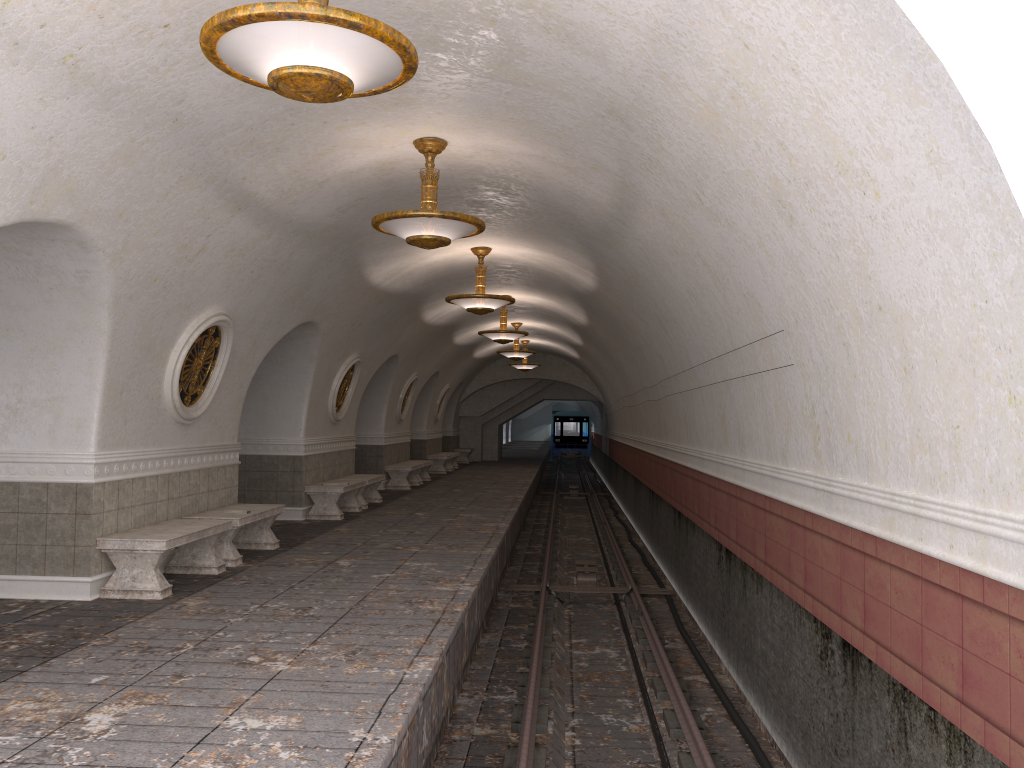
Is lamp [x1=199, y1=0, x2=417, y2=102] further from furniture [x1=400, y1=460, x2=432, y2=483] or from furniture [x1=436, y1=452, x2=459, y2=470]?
furniture [x1=436, y1=452, x2=459, y2=470]

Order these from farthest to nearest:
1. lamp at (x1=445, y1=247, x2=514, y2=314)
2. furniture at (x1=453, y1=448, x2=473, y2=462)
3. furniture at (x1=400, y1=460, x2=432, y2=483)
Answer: furniture at (x1=453, y1=448, x2=473, y2=462), furniture at (x1=400, y1=460, x2=432, y2=483), lamp at (x1=445, y1=247, x2=514, y2=314)

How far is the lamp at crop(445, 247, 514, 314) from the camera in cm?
1229

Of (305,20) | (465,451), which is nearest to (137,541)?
(305,20)

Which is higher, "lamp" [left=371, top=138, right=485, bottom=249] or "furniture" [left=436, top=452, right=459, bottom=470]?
"lamp" [left=371, top=138, right=485, bottom=249]

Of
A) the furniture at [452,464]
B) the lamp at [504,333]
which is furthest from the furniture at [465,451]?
the lamp at [504,333]

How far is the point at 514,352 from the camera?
21.92m

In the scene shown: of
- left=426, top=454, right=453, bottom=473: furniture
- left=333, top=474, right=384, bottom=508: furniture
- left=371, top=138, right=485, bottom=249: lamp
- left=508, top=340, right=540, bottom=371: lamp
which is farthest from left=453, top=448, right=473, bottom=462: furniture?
left=371, top=138, right=485, bottom=249: lamp

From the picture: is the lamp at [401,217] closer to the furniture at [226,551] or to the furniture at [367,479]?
the furniture at [226,551]

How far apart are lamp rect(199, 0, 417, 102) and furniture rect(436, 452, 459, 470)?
24.1m
